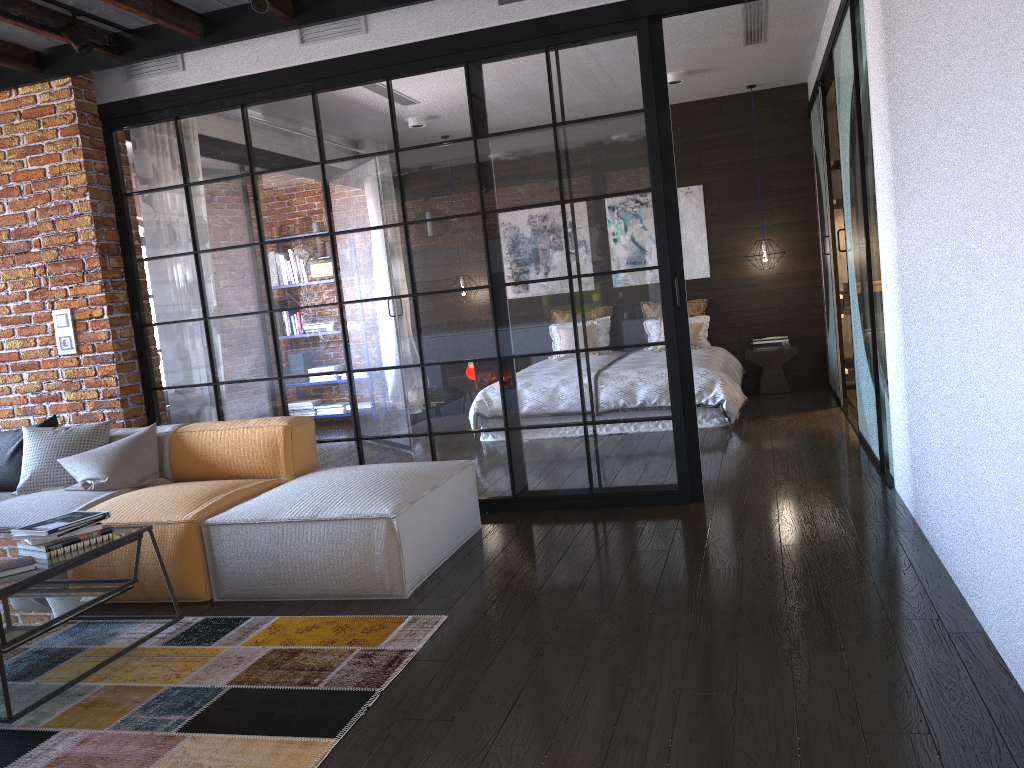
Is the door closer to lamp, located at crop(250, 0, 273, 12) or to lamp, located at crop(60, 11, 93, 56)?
lamp, located at crop(250, 0, 273, 12)

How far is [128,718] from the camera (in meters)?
2.64

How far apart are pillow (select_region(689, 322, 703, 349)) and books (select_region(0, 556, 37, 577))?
6.02m

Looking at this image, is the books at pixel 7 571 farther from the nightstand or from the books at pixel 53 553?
the nightstand

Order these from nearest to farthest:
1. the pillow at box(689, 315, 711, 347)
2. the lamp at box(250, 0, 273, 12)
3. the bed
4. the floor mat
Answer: the floor mat → the lamp at box(250, 0, 273, 12) → the bed → the pillow at box(689, 315, 711, 347)

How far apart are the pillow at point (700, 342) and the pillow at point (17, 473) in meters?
5.3

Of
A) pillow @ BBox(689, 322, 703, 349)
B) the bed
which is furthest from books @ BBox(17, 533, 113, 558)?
pillow @ BBox(689, 322, 703, 349)

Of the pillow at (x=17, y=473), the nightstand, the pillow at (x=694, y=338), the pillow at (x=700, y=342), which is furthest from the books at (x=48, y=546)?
the nightstand

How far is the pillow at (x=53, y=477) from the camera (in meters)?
4.46

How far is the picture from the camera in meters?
8.3 m
